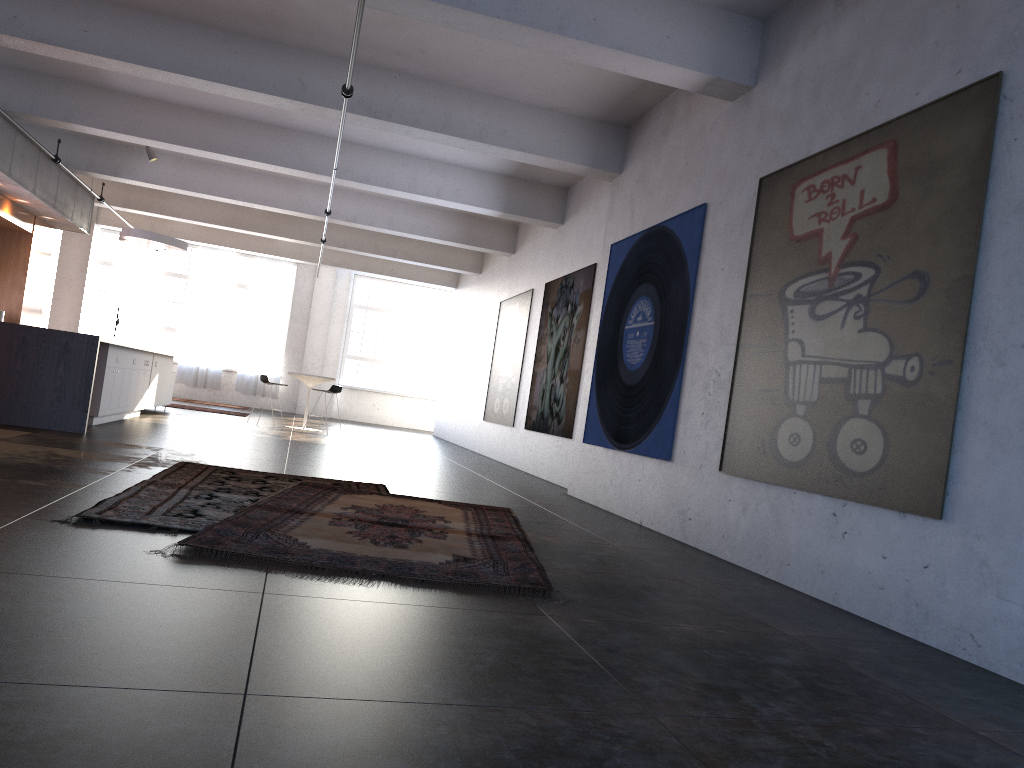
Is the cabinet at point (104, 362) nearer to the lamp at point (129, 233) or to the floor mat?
the lamp at point (129, 233)

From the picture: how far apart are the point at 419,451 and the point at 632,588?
9.4m

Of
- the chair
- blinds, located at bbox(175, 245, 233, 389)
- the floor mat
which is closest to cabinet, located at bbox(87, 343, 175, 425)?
the chair

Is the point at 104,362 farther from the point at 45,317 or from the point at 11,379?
the point at 45,317

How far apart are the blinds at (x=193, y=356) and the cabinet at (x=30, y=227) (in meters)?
7.25

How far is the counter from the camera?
8.6m

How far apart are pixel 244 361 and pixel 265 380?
7.6m

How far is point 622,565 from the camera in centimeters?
512cm

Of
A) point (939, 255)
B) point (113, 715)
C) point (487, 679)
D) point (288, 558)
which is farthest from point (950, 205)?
point (113, 715)

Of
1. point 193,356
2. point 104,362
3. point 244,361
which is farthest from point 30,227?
point 244,361
